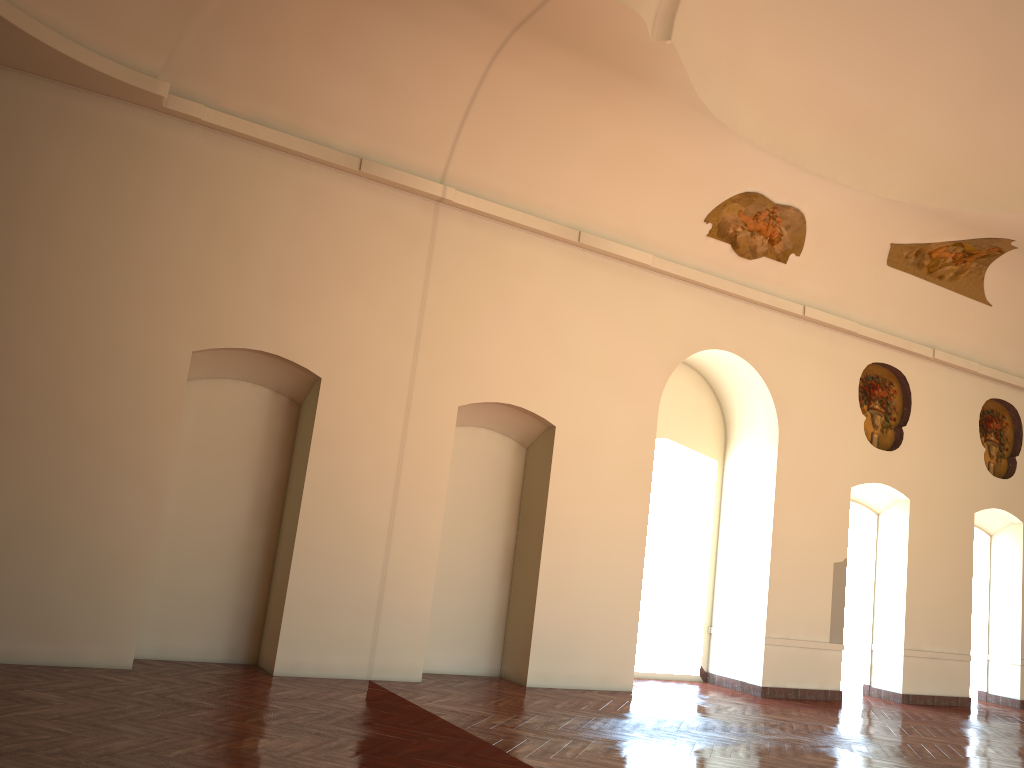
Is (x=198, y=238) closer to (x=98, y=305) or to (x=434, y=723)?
(x=98, y=305)
